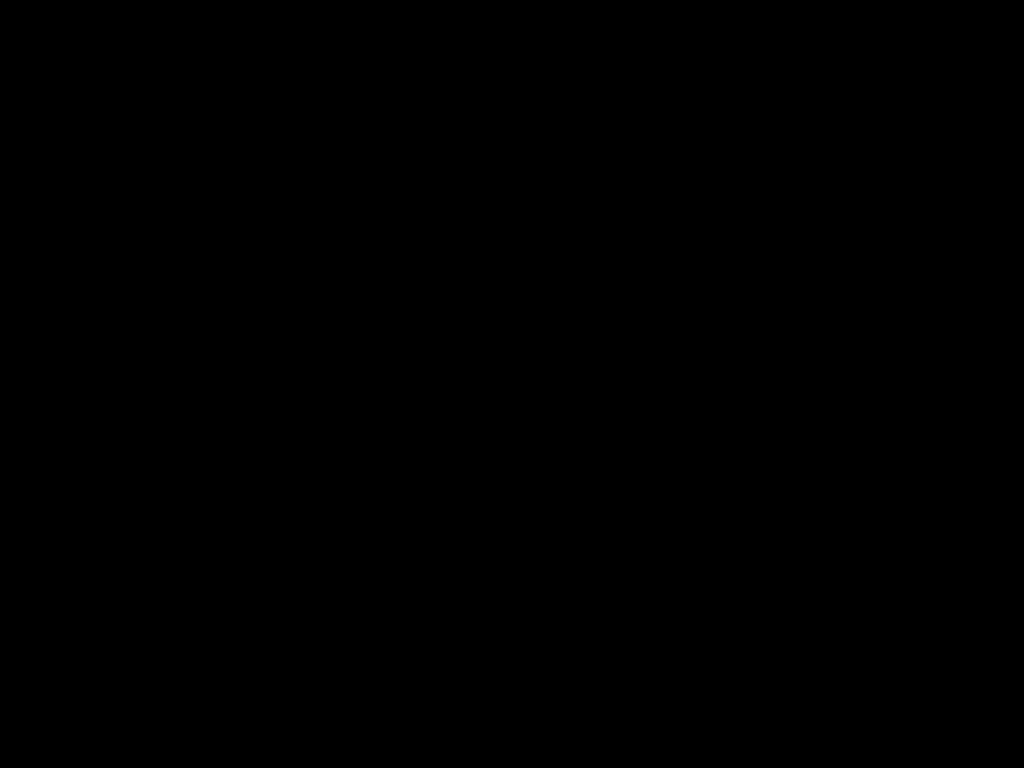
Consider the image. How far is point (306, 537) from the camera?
0.4m
